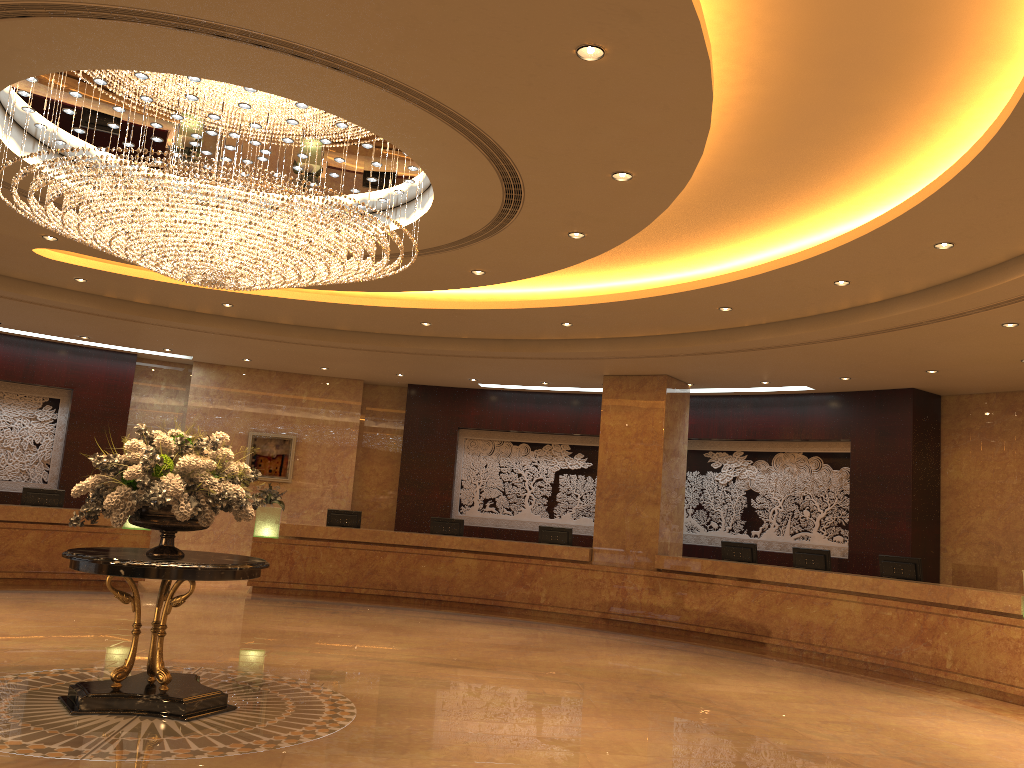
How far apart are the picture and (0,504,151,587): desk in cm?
292

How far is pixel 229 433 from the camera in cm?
1677

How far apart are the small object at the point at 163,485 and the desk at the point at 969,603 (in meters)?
7.59

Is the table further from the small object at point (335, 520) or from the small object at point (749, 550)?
the small object at point (749, 550)

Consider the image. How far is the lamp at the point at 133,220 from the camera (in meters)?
6.32

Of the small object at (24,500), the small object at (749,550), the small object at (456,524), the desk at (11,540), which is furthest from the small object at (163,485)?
the small object at (749,550)

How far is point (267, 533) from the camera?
14.69m

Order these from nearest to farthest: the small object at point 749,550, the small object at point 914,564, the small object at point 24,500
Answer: the small object at point 914,564 → the small object at point 749,550 → the small object at point 24,500

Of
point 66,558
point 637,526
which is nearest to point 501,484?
point 637,526

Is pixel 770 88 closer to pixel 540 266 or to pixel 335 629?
pixel 540 266
